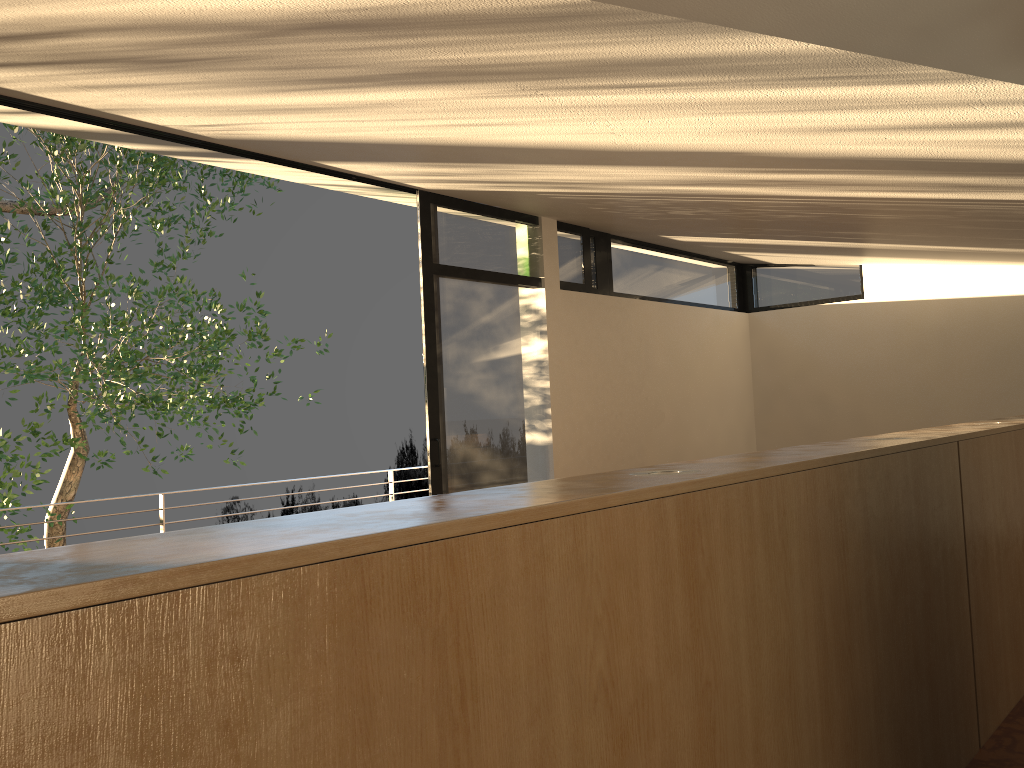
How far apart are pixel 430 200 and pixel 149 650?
4.8m

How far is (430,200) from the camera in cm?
536

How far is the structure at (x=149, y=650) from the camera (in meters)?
0.81

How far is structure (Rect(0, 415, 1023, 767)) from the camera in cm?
Answer: 81

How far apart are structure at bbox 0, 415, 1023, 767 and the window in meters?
2.8 m

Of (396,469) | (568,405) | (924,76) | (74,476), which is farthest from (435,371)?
(74,476)

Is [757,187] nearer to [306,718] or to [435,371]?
[435,371]

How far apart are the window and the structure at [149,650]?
2.8m

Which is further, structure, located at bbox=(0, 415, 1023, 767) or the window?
the window

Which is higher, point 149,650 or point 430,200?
point 430,200
